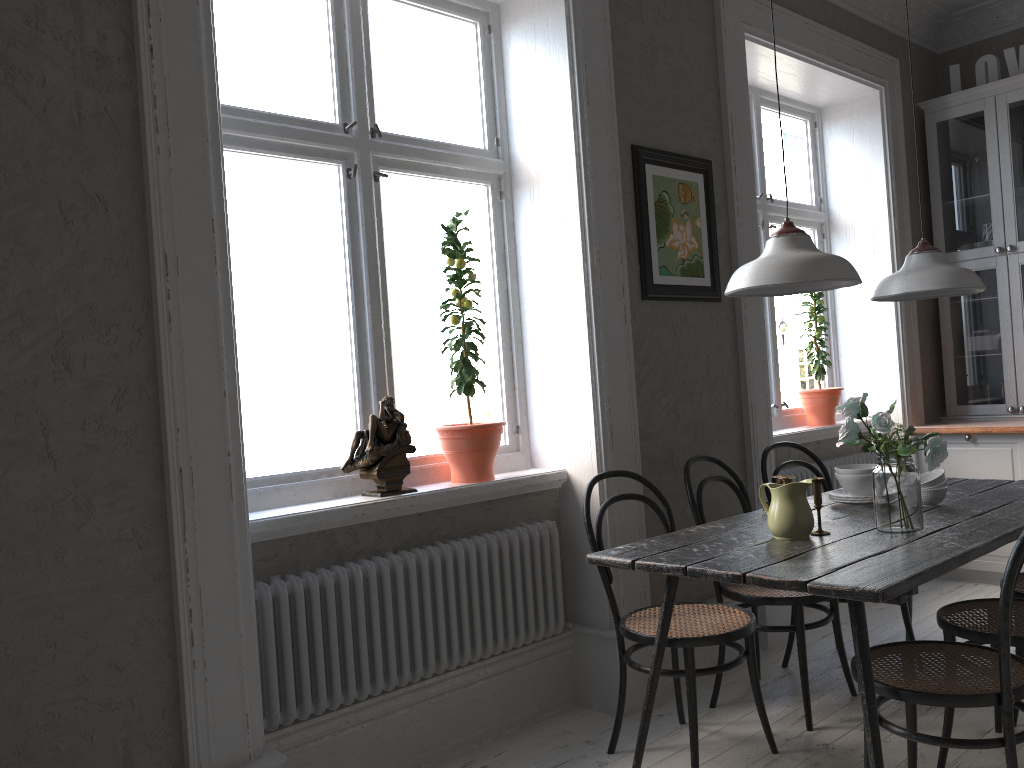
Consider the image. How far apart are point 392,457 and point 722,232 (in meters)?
1.85

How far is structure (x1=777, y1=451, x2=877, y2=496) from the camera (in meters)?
4.39

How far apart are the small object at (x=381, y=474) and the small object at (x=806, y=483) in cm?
116

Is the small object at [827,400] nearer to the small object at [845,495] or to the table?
the table

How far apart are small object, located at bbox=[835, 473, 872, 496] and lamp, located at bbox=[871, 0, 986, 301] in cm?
62

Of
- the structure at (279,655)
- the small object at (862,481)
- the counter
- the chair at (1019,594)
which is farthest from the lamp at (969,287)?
the counter

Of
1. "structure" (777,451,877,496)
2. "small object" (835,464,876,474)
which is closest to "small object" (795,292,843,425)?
"structure" (777,451,877,496)

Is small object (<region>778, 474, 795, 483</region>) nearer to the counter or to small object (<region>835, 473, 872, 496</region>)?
small object (<region>835, 473, 872, 496</region>)

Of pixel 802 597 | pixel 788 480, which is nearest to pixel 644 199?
pixel 788 480

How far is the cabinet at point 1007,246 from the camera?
4.86m
